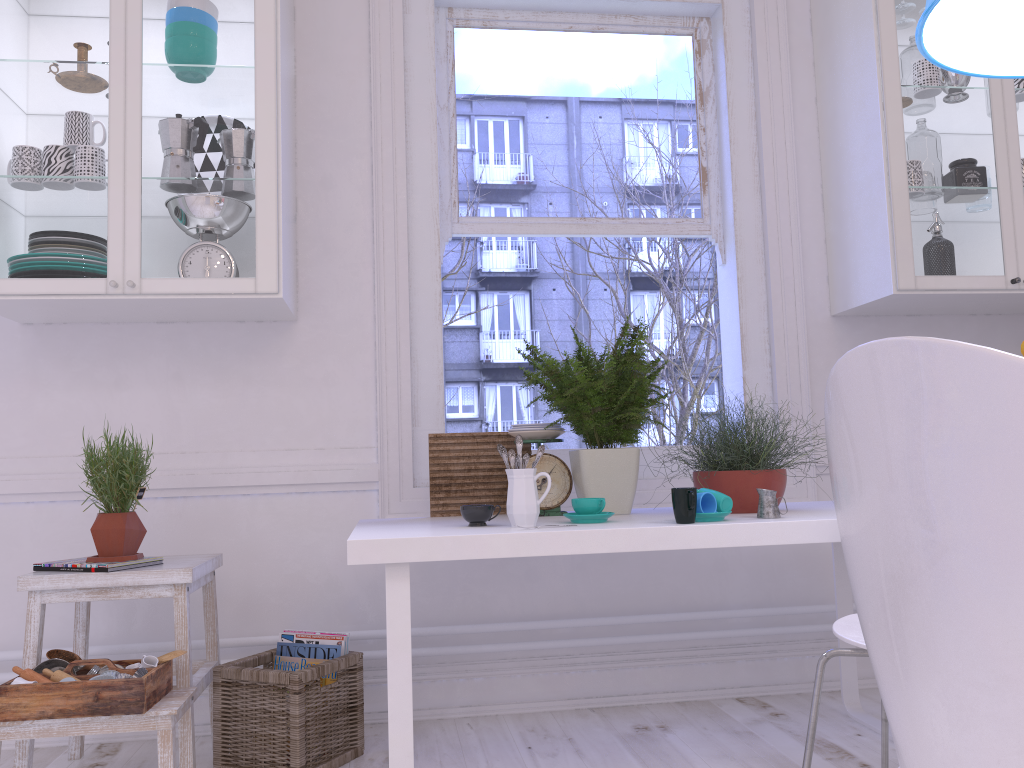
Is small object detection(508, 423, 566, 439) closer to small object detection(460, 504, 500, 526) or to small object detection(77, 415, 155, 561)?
small object detection(460, 504, 500, 526)

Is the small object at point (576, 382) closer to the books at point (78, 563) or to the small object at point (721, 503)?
the small object at point (721, 503)

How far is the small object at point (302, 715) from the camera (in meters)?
2.16

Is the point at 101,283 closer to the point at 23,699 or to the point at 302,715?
the point at 23,699

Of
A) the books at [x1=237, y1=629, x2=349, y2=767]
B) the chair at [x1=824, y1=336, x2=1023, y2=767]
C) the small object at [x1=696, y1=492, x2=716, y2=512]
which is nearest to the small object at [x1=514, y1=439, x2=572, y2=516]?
Result: the small object at [x1=696, y1=492, x2=716, y2=512]

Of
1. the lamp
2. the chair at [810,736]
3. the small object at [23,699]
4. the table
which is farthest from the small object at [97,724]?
the lamp

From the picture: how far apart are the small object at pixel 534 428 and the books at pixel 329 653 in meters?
0.7 m

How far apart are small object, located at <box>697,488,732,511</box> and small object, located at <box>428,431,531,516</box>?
0.70m

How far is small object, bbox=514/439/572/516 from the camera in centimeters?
238cm

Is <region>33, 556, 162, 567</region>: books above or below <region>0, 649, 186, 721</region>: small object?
above
